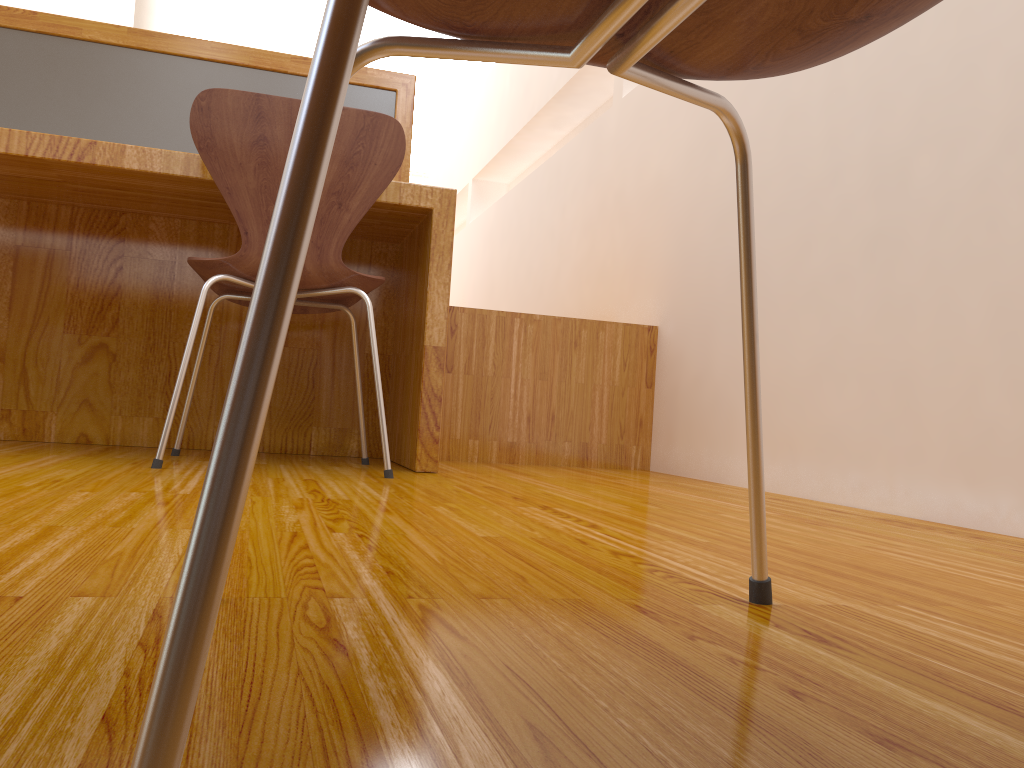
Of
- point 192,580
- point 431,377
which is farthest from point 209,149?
point 192,580

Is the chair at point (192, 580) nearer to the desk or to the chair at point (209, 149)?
the chair at point (209, 149)

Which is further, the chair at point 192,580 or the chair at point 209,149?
the chair at point 209,149

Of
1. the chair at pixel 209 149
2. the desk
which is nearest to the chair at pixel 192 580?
the chair at pixel 209 149

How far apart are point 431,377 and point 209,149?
0.62m

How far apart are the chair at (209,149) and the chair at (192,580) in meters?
1.1 m

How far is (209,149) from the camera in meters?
1.6

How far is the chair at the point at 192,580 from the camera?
0.2 meters

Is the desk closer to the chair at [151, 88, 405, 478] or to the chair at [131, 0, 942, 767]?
the chair at [151, 88, 405, 478]

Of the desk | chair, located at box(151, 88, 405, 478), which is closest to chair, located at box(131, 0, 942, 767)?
chair, located at box(151, 88, 405, 478)
